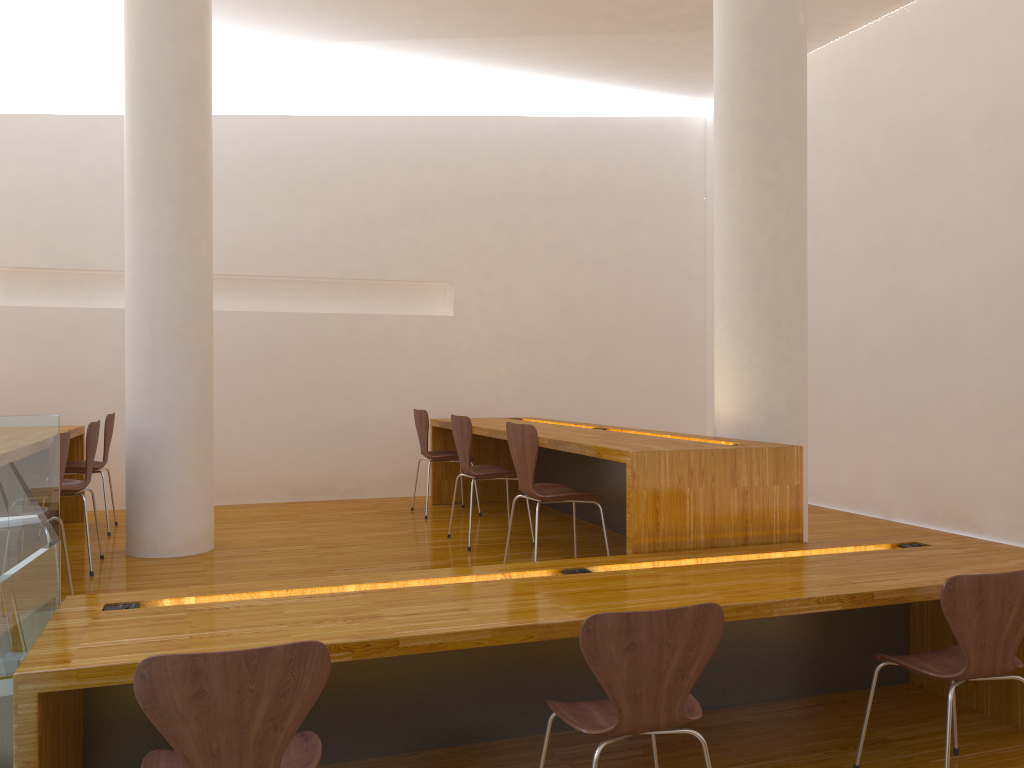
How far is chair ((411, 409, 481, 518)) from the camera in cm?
570

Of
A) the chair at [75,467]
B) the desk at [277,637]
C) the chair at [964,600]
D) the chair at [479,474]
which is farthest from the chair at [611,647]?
the chair at [75,467]

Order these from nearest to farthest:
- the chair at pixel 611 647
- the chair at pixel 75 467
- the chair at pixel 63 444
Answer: the chair at pixel 611 647
the chair at pixel 63 444
the chair at pixel 75 467

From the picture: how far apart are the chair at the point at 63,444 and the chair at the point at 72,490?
0.8m

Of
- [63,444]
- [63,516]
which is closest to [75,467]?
[63,516]

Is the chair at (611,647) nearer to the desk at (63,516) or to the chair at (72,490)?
the chair at (72,490)

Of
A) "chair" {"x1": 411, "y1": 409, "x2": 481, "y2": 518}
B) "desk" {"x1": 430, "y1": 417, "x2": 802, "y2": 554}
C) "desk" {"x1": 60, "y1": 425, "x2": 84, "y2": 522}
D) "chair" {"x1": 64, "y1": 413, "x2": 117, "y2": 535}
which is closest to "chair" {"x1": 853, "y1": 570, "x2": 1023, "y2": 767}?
"desk" {"x1": 430, "y1": 417, "x2": 802, "y2": 554}

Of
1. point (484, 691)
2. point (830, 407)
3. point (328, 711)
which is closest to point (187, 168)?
point (328, 711)

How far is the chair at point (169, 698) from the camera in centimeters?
179cm

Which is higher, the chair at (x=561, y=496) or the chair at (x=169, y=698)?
the chair at (x=561, y=496)
